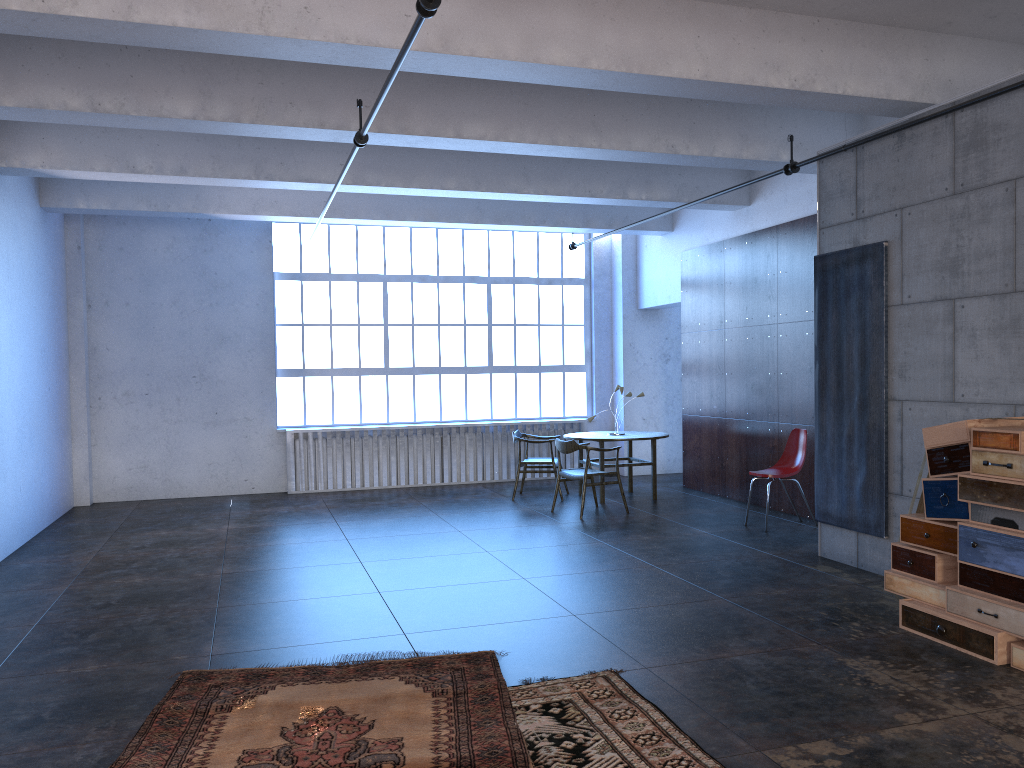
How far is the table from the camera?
10.4 meters

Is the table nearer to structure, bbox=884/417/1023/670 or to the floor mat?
structure, bbox=884/417/1023/670

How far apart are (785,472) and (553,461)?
3.1m

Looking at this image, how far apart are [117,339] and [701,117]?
8.0m

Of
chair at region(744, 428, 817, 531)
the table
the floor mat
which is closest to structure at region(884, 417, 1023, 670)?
the floor mat

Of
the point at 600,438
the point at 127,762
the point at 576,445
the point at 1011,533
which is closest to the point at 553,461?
the point at 600,438

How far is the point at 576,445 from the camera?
9.5 meters

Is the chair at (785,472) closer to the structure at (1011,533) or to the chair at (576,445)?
the chair at (576,445)

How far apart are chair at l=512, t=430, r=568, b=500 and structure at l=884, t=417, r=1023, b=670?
5.68m

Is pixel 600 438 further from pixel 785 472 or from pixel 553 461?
pixel 785 472
